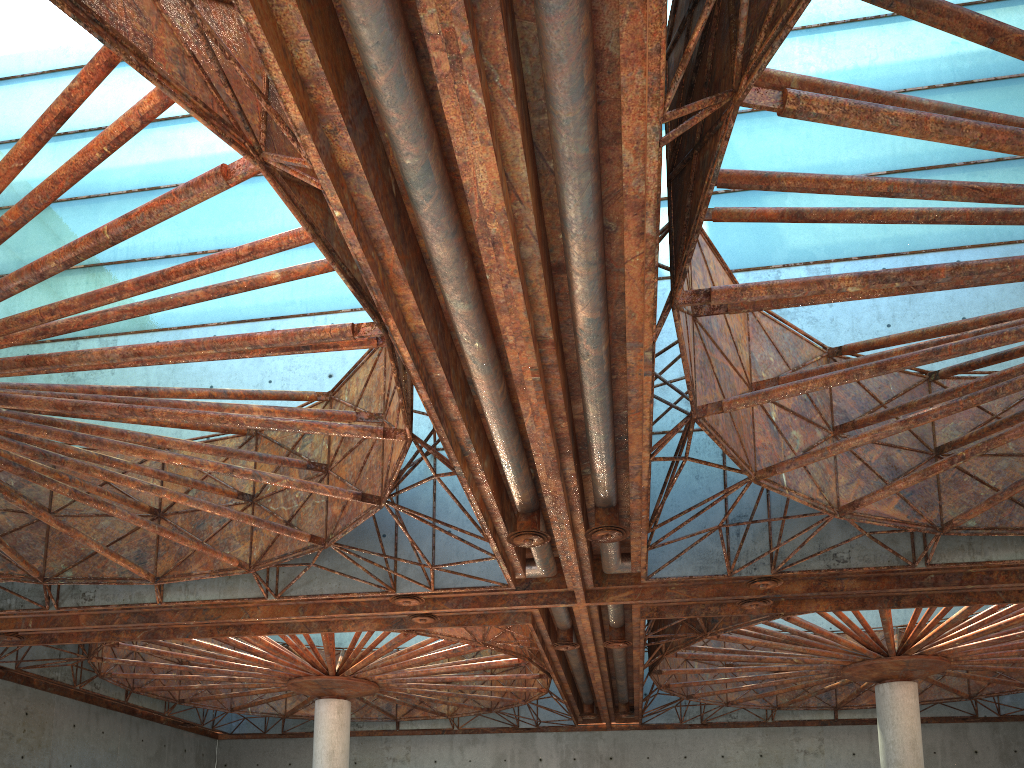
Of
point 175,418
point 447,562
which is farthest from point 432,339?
point 447,562

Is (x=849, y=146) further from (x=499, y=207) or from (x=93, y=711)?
(x=93, y=711)
